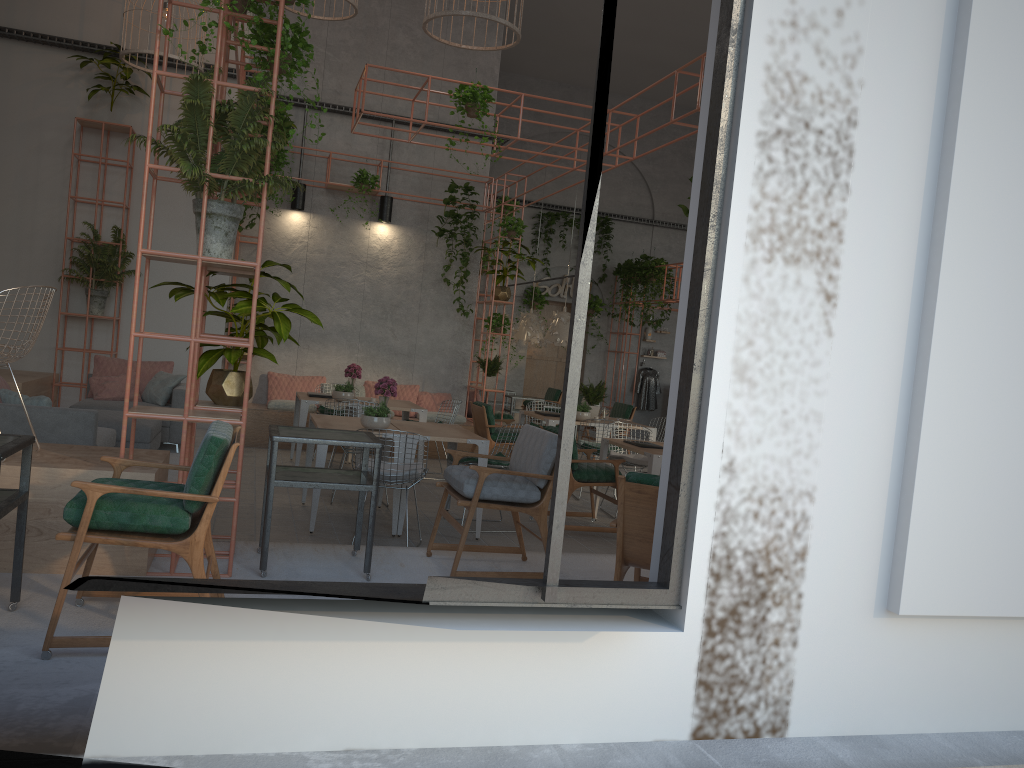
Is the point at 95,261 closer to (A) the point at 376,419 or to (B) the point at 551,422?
(A) the point at 376,419

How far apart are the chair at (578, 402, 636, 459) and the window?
11.3 meters

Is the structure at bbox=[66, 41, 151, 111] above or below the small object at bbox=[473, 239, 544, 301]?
above

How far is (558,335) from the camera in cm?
1394

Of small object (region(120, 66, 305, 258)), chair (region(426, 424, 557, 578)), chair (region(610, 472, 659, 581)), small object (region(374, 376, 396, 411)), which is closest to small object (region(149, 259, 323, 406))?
small object (region(120, 66, 305, 258))

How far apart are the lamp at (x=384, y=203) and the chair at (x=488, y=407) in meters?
3.3

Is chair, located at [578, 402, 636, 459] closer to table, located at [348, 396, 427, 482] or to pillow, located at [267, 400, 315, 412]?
table, located at [348, 396, 427, 482]

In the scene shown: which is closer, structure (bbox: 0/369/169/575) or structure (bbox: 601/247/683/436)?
structure (bbox: 0/369/169/575)

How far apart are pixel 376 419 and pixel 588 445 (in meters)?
3.48

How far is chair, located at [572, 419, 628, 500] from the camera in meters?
10.0 m
